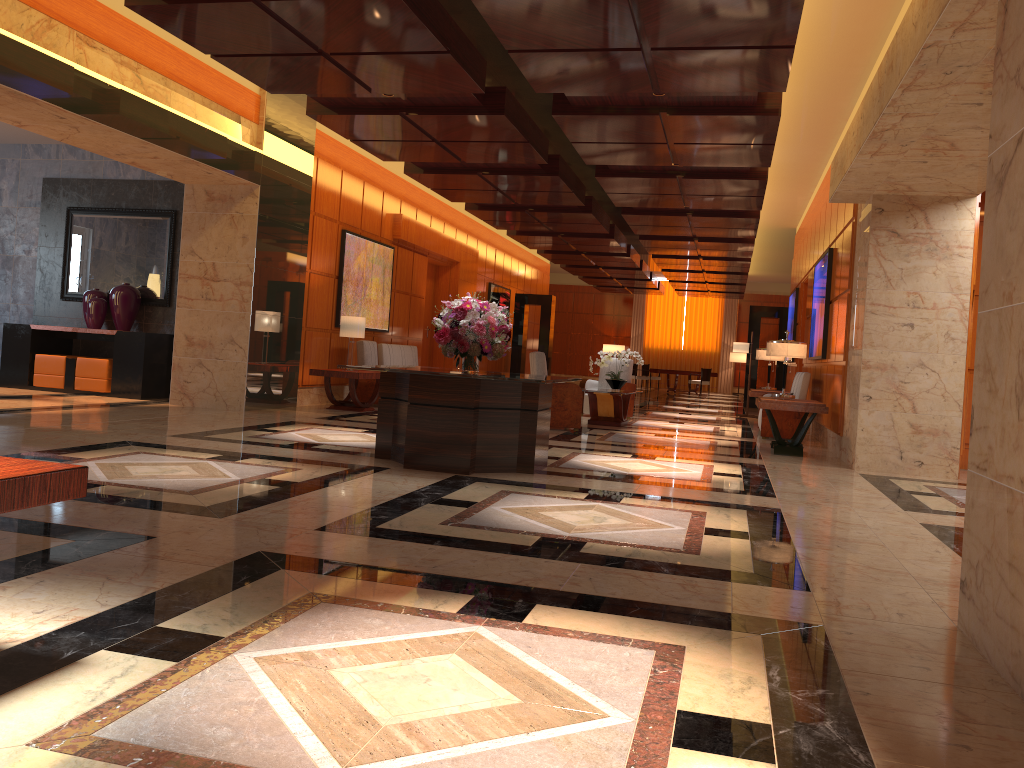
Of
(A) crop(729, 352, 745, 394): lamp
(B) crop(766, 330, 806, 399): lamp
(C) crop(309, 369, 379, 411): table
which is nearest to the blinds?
(A) crop(729, 352, 745, 394): lamp

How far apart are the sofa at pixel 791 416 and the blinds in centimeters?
2065cm

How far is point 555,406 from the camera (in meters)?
11.02

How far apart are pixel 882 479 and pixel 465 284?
11.9m

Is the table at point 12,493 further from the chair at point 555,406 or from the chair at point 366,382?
the chair at point 366,382

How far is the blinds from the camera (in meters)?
32.86

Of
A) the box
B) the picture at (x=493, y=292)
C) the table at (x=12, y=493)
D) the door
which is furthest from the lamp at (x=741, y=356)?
the table at (x=12, y=493)

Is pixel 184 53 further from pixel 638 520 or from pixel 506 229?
pixel 506 229

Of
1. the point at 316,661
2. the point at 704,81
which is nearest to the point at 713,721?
the point at 316,661

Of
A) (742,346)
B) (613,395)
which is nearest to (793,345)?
(613,395)
